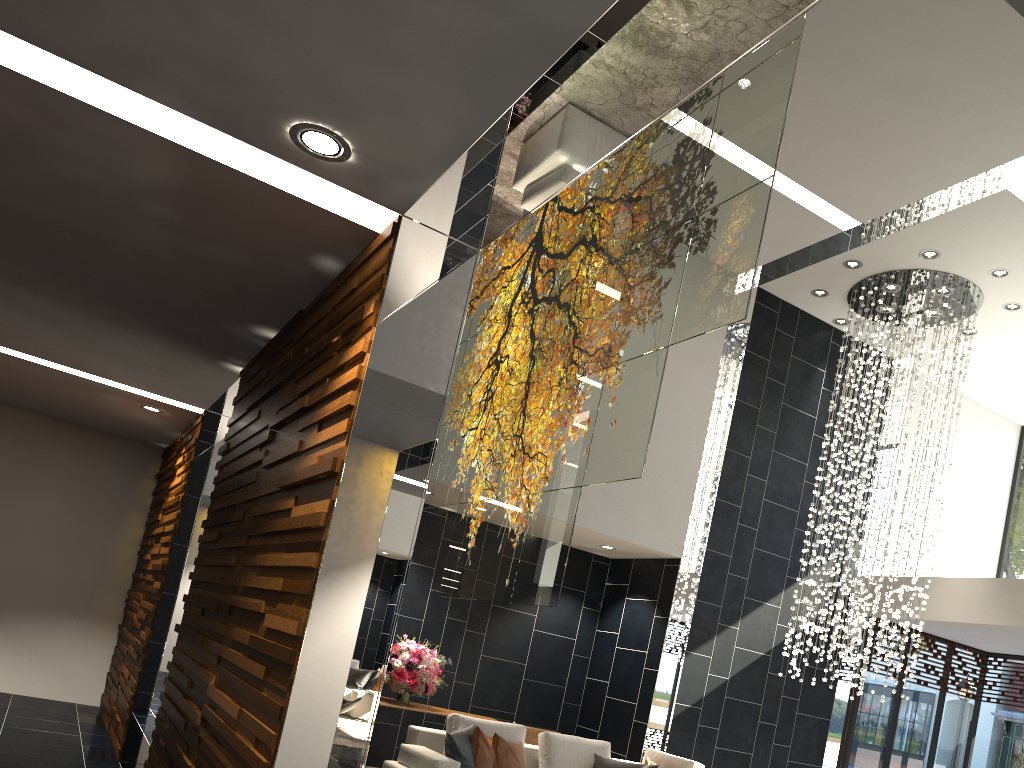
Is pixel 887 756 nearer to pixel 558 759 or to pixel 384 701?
pixel 558 759

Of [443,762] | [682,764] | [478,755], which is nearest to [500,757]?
[478,755]

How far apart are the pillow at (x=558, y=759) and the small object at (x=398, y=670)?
1.3m

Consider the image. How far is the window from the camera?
10.02m

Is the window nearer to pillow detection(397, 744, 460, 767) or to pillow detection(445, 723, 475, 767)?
pillow detection(445, 723, 475, 767)

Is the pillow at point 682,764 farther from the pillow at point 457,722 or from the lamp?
the lamp

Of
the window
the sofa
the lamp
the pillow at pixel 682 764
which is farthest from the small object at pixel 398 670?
the window

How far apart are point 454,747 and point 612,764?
1.5 meters

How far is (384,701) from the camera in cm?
779

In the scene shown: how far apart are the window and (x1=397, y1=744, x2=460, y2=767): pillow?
5.8 meters
